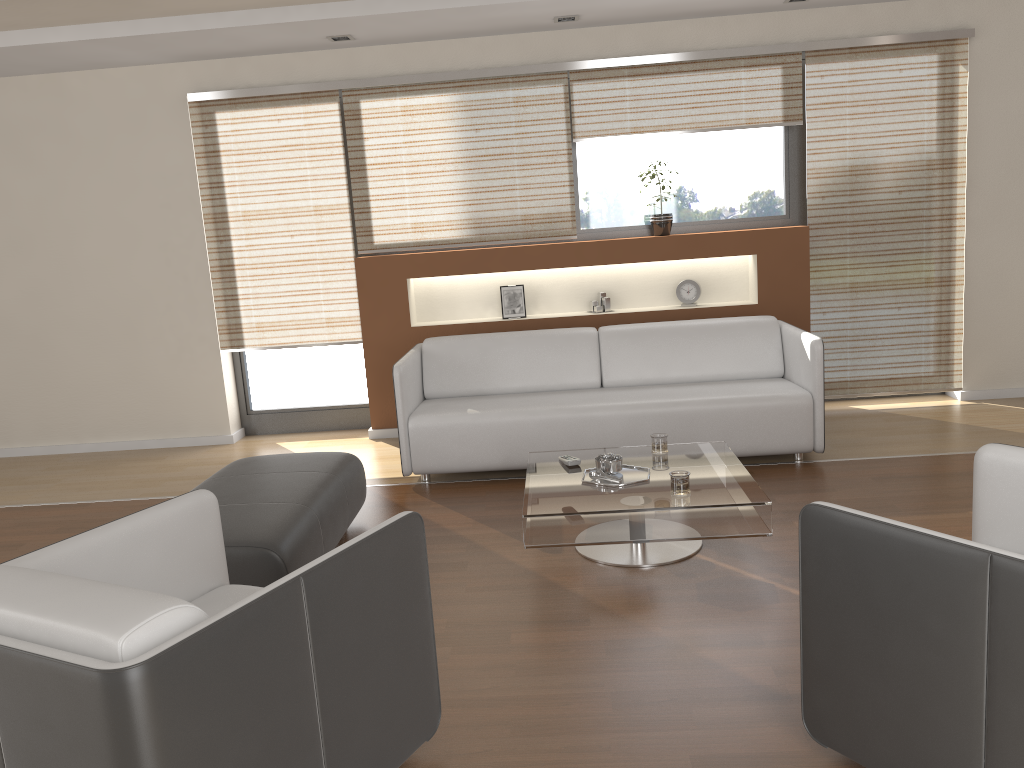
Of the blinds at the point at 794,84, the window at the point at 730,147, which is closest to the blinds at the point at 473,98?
the blinds at the point at 794,84

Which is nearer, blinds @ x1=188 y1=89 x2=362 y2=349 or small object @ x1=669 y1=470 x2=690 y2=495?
small object @ x1=669 y1=470 x2=690 y2=495

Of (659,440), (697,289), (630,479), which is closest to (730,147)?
(697,289)

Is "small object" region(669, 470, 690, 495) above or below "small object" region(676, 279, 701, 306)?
below

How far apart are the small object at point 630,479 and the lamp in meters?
2.9 m

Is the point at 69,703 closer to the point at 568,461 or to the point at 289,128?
the point at 568,461

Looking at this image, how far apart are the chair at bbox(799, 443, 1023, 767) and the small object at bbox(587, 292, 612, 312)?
3.51m

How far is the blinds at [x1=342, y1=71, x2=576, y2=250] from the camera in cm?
560

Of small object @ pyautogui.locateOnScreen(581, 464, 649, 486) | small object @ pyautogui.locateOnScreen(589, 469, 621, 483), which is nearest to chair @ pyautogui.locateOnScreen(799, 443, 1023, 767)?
small object @ pyautogui.locateOnScreen(581, 464, 649, 486)

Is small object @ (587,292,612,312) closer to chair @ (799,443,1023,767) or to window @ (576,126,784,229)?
window @ (576,126,784,229)
